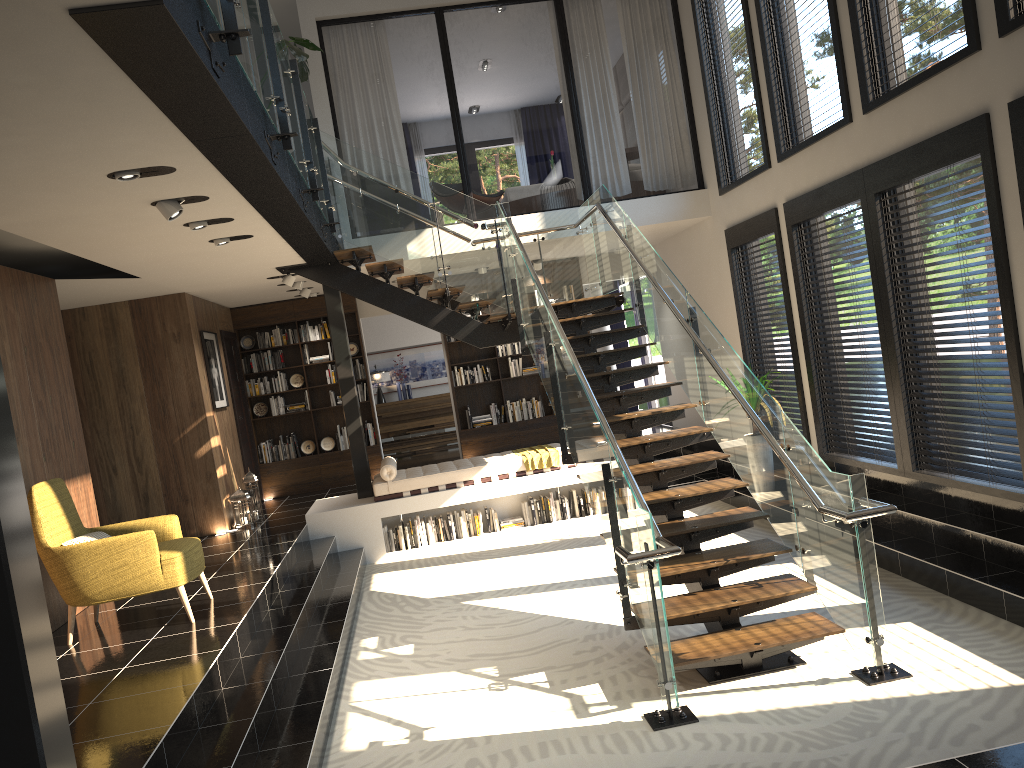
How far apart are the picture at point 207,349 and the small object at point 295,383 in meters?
1.7 m

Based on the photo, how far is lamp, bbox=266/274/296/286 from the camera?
9.7 meters

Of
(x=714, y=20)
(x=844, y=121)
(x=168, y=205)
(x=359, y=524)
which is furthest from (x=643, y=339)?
(x=168, y=205)

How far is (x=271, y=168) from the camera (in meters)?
4.91

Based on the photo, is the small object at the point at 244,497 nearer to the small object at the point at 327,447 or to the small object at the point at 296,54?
the small object at the point at 327,447

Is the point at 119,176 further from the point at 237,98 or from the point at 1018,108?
the point at 1018,108

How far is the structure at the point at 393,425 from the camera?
15.65m

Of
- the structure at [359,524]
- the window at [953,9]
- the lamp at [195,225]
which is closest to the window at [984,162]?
the window at [953,9]

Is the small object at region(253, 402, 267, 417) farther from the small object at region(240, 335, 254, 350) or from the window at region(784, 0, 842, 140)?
the window at region(784, 0, 842, 140)

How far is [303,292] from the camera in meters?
11.2
